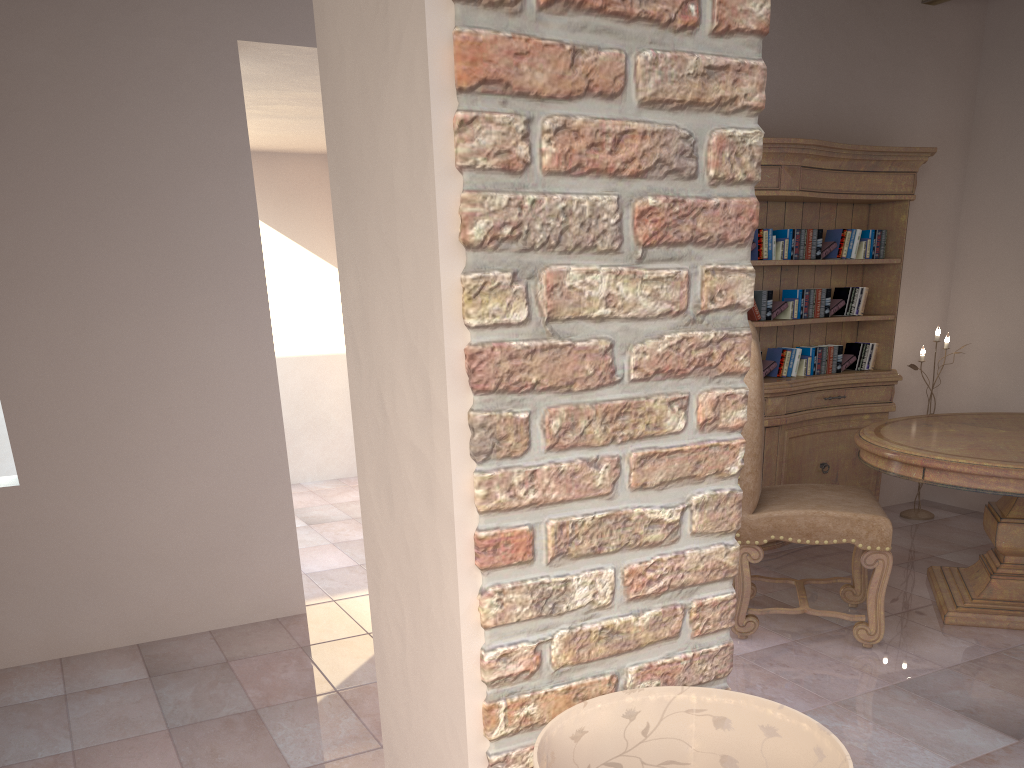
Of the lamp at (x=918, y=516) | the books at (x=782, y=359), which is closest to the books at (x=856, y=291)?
the books at (x=782, y=359)

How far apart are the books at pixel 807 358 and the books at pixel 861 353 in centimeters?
26cm

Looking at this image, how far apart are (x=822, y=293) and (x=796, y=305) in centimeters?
20cm

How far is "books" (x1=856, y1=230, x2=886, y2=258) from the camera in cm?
461

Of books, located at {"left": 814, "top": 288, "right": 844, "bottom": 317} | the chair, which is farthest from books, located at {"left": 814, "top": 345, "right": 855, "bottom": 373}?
the chair

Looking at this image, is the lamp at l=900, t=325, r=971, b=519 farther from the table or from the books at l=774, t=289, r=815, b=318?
the books at l=774, t=289, r=815, b=318

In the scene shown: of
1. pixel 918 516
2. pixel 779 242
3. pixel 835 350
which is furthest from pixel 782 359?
pixel 918 516

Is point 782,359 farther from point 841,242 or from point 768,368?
point 841,242

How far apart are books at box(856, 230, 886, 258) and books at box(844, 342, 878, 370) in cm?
46

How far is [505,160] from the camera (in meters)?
0.96
